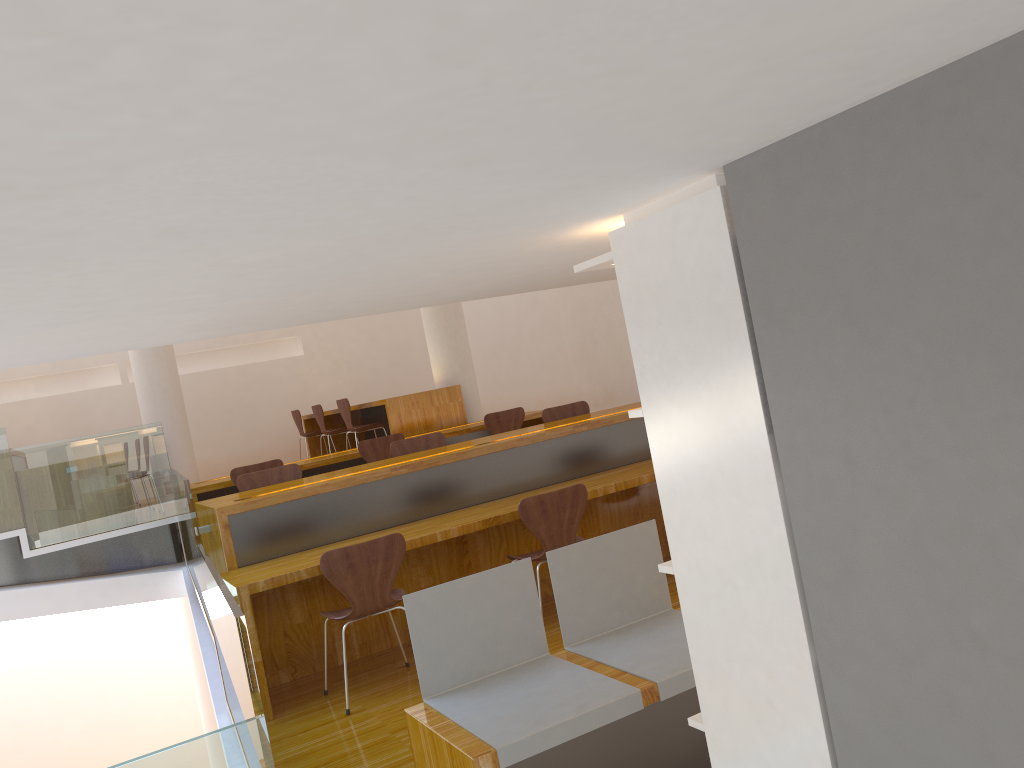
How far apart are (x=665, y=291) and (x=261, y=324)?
1.3m

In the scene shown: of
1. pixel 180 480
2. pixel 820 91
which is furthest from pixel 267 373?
pixel 820 91

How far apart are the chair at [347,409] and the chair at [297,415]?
1.9 meters

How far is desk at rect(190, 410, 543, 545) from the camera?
6.6 meters

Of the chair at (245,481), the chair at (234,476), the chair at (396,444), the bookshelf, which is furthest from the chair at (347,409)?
the bookshelf

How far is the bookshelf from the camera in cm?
152

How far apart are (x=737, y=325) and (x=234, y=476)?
5.5 meters

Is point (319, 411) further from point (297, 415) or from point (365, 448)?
point (365, 448)

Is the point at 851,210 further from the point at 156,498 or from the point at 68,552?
the point at 68,552

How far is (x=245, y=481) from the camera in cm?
528
